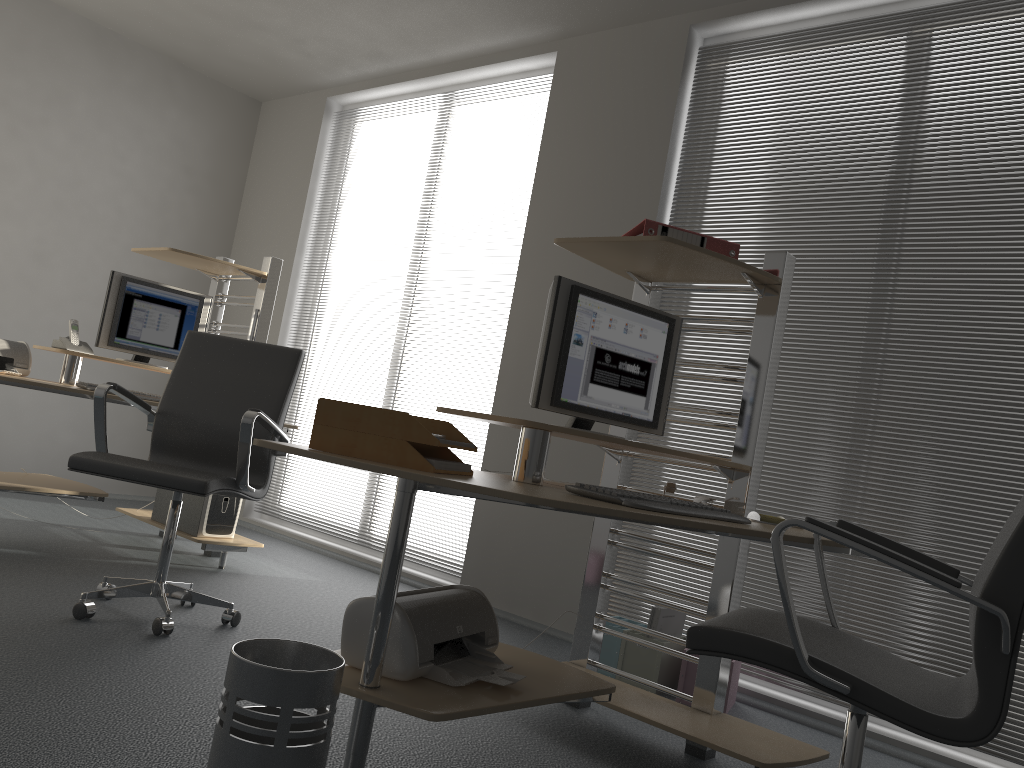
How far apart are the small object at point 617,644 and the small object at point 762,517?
1.12m

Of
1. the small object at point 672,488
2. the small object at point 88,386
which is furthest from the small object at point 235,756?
the small object at point 88,386

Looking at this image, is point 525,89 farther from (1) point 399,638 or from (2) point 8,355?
(1) point 399,638

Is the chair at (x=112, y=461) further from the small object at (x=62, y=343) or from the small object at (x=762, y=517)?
the small object at (x=762, y=517)

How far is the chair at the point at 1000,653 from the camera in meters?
1.5 m

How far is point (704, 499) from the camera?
2.6m

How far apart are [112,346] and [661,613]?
2.9 meters

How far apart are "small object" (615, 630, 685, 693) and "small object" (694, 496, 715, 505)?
0.9 meters

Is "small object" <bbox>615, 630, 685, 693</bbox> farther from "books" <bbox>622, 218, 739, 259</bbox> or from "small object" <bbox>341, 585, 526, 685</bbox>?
"books" <bbox>622, 218, 739, 259</bbox>

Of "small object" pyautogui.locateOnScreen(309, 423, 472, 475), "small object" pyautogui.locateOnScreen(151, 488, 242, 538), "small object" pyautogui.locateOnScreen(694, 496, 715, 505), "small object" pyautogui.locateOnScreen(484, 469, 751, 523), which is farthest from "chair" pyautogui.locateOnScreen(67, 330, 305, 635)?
"small object" pyautogui.locateOnScreen(694, 496, 715, 505)
